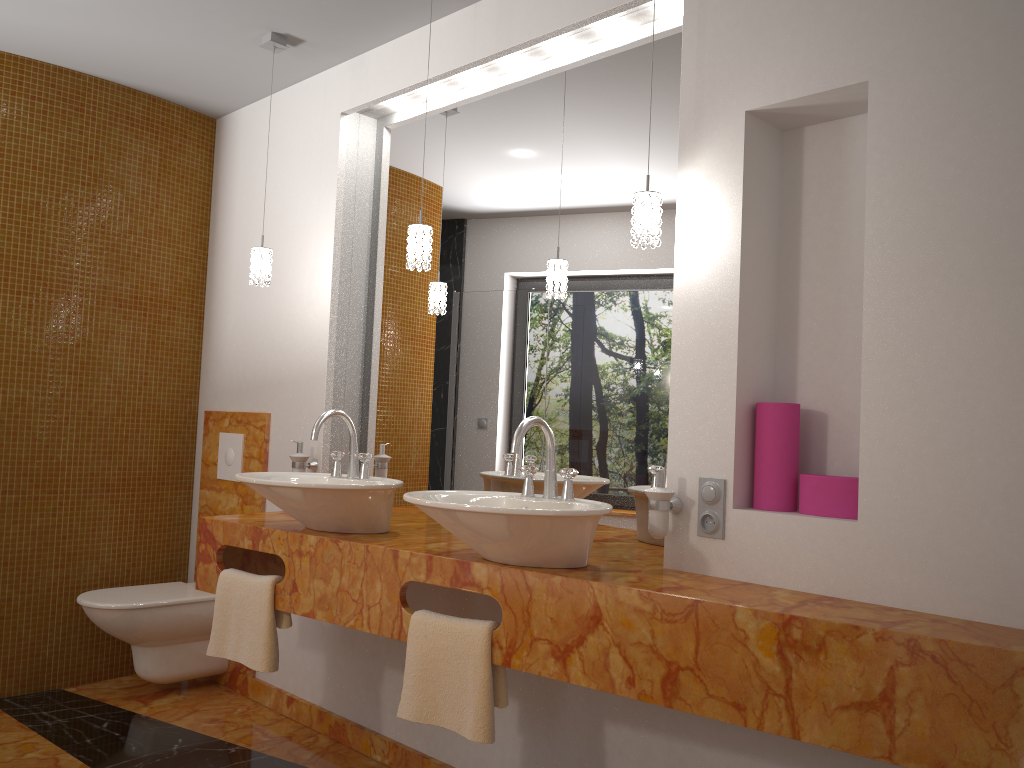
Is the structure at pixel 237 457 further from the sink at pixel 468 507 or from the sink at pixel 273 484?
the sink at pixel 468 507

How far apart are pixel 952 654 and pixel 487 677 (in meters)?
1.03

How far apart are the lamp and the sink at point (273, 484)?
0.50m

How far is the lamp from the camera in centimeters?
219cm

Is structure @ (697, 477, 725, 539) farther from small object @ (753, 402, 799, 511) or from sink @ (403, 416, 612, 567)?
sink @ (403, 416, 612, 567)

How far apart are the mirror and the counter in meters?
0.1 m

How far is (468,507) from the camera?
2.0m

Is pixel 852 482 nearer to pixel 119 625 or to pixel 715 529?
pixel 715 529

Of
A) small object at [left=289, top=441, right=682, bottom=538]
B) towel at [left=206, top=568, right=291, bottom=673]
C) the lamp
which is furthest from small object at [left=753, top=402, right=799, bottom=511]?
towel at [left=206, top=568, right=291, bottom=673]

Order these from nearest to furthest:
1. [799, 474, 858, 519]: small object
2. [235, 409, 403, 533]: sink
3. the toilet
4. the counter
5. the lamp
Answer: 1. the counter
2. [799, 474, 858, 519]: small object
3. the lamp
4. [235, 409, 403, 533]: sink
5. the toilet
